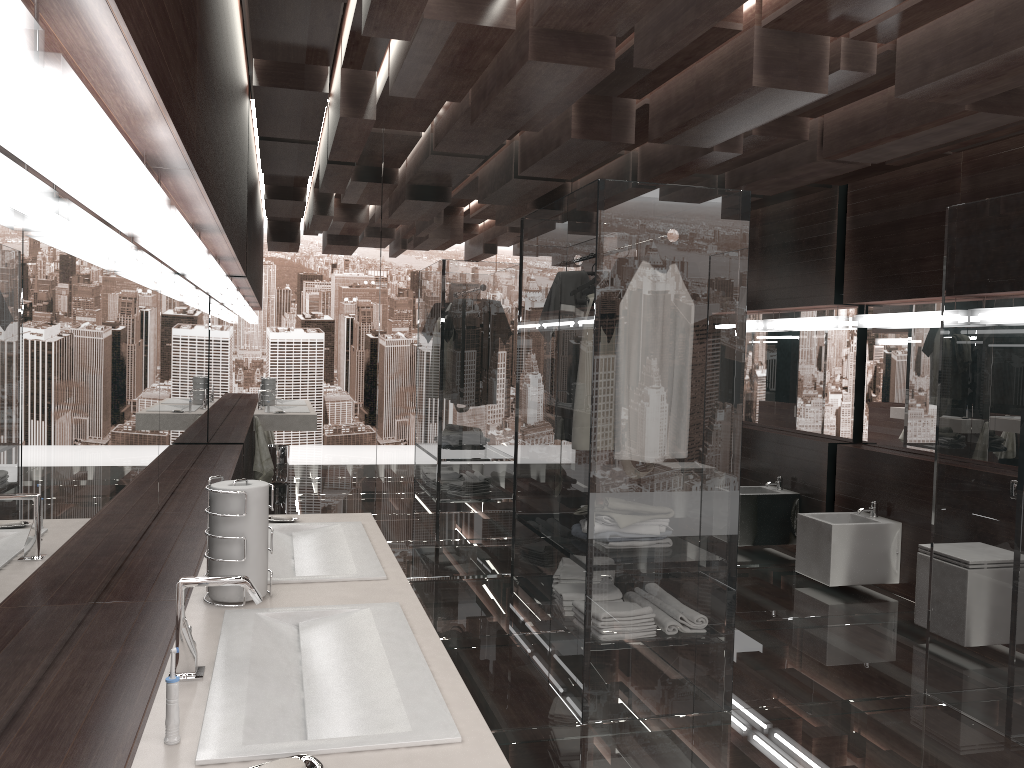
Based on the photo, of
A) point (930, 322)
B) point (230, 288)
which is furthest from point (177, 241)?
point (930, 322)

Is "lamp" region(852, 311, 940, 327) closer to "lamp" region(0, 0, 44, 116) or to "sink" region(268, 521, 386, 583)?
"sink" region(268, 521, 386, 583)

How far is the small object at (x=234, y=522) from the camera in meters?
1.9

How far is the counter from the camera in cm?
120

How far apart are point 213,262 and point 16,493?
1.9m

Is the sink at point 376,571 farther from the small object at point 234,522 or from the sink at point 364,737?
the sink at point 364,737

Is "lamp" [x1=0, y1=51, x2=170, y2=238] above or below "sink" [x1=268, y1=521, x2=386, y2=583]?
above

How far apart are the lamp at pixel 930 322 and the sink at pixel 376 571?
3.8 meters

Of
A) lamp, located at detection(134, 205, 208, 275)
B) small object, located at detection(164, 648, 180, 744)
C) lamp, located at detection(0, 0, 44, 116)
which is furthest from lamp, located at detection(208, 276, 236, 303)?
lamp, located at detection(0, 0, 44, 116)

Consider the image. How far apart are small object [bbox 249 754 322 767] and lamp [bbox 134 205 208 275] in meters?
1.2 m
